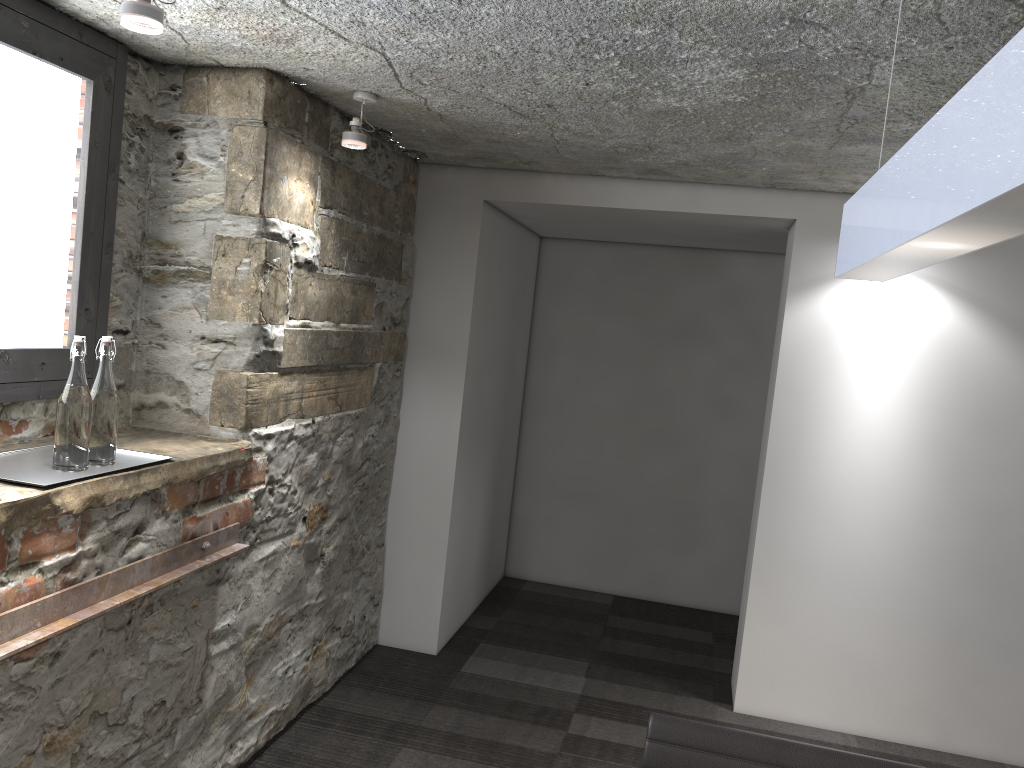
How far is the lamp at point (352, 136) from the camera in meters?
2.7 m

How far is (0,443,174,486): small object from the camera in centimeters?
187cm

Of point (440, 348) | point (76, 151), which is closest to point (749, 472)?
point (440, 348)

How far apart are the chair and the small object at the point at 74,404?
1.33m

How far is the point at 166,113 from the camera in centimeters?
259cm

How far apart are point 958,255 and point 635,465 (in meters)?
4.19

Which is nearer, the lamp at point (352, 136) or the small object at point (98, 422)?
the small object at point (98, 422)

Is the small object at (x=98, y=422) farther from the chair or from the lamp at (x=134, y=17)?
the chair

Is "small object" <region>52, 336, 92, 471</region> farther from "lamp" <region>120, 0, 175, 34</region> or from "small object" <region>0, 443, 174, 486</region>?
"lamp" <region>120, 0, 175, 34</region>

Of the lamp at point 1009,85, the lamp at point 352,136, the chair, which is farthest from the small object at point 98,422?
the lamp at point 1009,85
